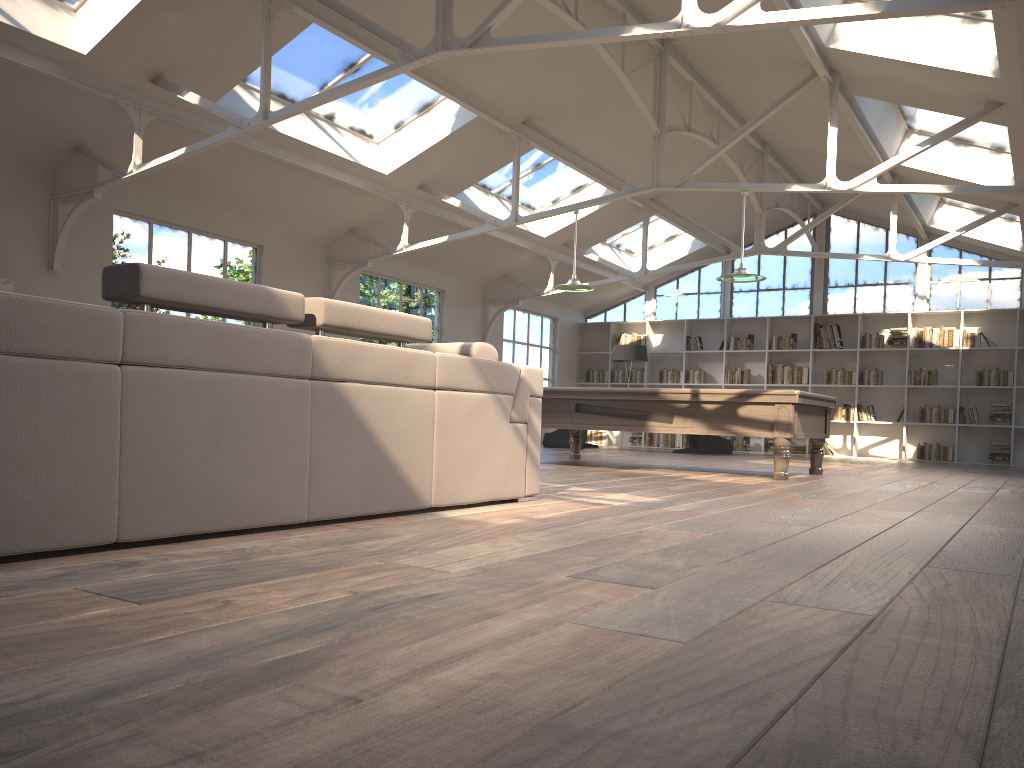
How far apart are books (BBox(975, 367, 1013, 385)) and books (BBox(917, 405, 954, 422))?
0.60m

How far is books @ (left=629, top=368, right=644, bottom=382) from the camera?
16.53m

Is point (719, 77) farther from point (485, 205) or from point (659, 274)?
point (659, 274)

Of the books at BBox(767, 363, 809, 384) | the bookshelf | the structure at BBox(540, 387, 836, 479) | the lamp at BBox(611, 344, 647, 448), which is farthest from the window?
the structure at BBox(540, 387, 836, 479)

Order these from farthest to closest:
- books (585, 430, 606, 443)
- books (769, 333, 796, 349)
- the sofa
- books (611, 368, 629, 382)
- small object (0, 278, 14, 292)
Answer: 1. books (585, 430, 606, 443)
2. books (611, 368, 629, 382)
3. books (769, 333, 796, 349)
4. small object (0, 278, 14, 292)
5. the sofa

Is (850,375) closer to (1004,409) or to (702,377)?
(1004,409)

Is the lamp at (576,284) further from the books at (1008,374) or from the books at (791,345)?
the books at (1008,374)

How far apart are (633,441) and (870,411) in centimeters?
419cm

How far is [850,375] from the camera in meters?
14.7 m

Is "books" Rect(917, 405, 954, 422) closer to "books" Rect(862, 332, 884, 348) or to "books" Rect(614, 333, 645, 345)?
"books" Rect(862, 332, 884, 348)
